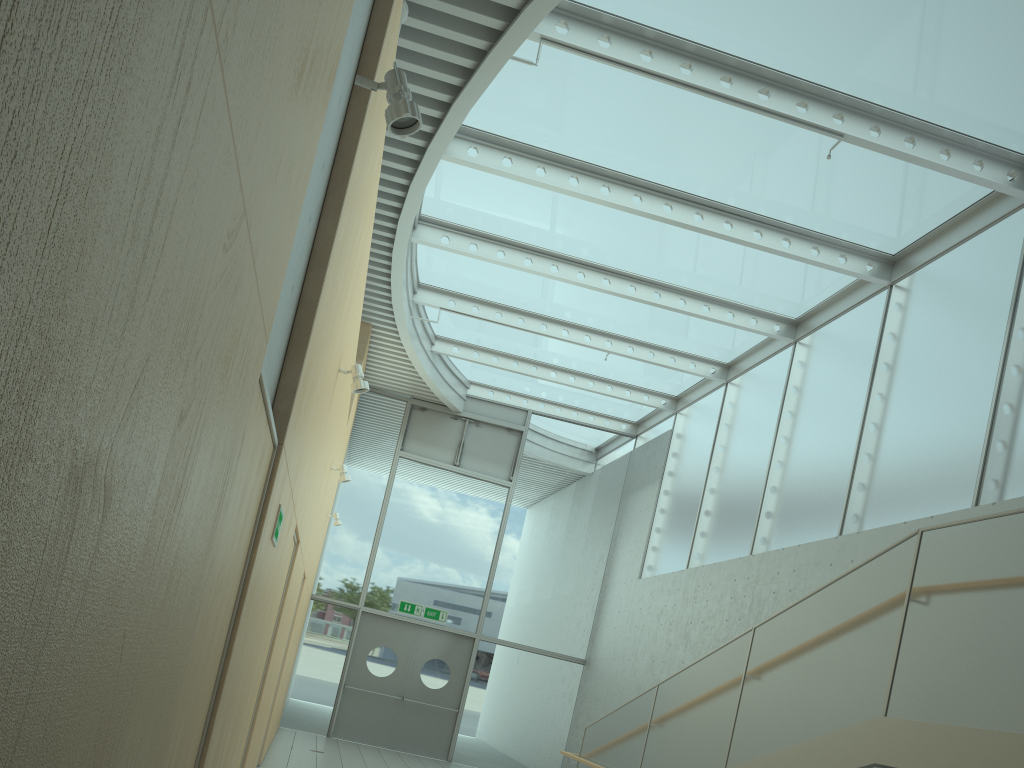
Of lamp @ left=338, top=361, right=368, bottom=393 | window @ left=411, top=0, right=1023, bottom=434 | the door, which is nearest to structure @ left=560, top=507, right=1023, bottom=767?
lamp @ left=338, top=361, right=368, bottom=393

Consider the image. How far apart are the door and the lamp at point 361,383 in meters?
8.4

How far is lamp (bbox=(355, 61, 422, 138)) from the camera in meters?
3.1

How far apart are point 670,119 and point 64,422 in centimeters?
718cm

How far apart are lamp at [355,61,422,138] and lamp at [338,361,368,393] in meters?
2.9

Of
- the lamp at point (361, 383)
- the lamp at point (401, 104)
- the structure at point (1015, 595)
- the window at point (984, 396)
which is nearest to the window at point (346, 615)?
the window at point (984, 396)

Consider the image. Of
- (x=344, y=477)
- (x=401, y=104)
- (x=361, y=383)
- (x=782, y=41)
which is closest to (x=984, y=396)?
(x=782, y=41)

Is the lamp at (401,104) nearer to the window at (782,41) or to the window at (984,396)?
the window at (782,41)

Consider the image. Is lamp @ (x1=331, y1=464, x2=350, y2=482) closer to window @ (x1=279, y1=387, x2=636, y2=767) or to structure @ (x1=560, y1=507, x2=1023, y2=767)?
structure @ (x1=560, y1=507, x2=1023, y2=767)

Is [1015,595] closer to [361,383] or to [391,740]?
[361,383]
